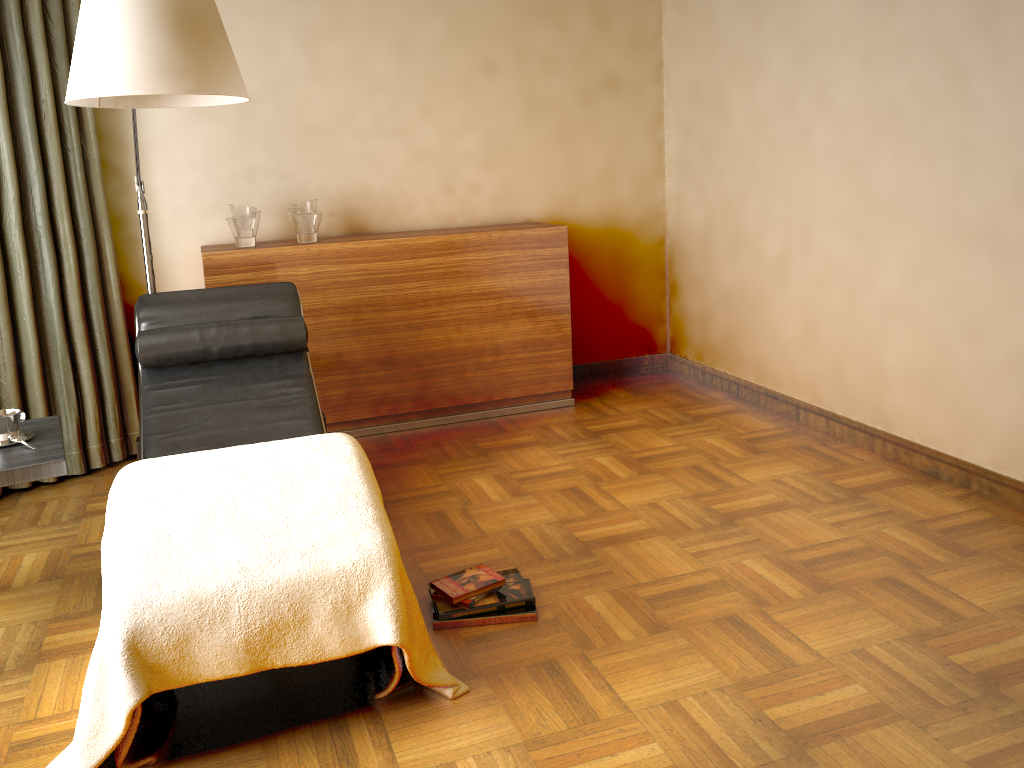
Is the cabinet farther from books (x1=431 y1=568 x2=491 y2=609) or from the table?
books (x1=431 y1=568 x2=491 y2=609)

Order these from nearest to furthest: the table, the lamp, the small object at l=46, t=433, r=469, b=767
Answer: the small object at l=46, t=433, r=469, b=767 → the lamp → the table

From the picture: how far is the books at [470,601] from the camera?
2.42m

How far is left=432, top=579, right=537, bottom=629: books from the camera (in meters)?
2.40

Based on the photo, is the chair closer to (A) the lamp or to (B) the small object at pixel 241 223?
(A) the lamp

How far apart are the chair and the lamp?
0.22m

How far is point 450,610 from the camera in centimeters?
241cm

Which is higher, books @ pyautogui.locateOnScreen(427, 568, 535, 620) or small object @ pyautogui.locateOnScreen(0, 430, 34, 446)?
small object @ pyautogui.locateOnScreen(0, 430, 34, 446)

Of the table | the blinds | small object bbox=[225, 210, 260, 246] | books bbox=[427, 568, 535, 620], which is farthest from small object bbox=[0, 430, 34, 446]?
small object bbox=[225, 210, 260, 246]

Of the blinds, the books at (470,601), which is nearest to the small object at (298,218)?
the blinds
